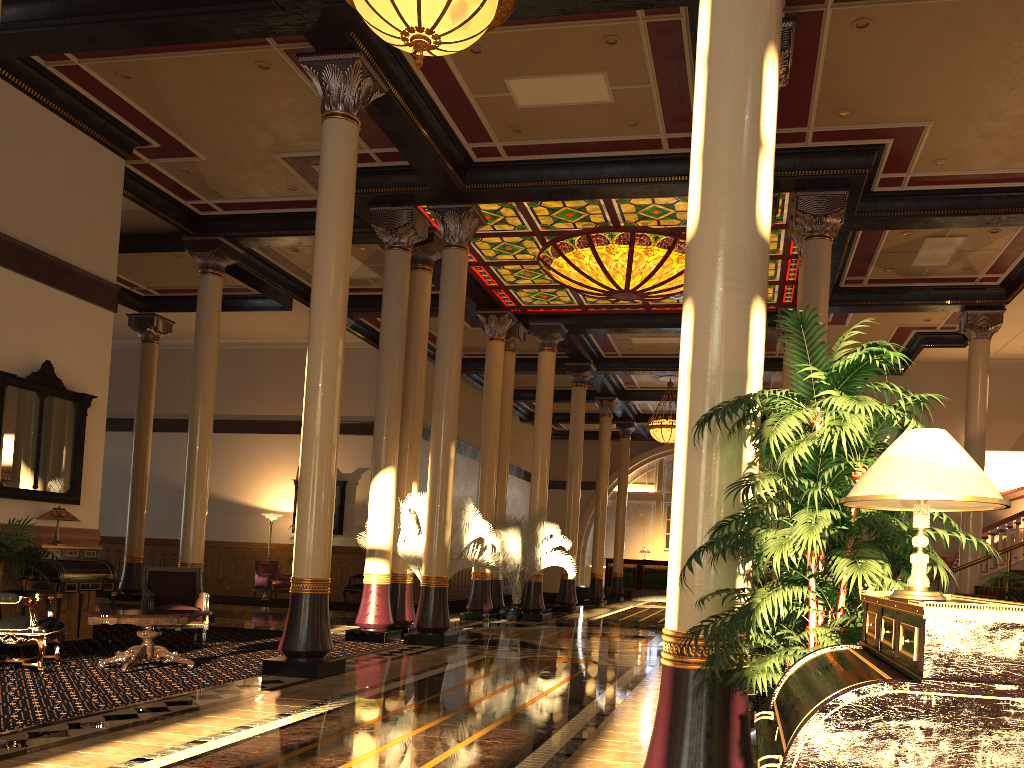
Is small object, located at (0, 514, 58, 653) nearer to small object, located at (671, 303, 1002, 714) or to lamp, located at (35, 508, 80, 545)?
lamp, located at (35, 508, 80, 545)

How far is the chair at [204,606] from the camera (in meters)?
10.21

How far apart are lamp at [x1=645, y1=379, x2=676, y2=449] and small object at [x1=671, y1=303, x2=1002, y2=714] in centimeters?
1914cm

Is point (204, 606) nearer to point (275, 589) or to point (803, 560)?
point (803, 560)

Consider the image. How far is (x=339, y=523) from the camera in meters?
20.9

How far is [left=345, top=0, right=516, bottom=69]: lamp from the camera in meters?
5.8 m

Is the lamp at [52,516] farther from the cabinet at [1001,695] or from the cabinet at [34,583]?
the cabinet at [1001,695]

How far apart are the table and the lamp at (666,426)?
15.6 meters

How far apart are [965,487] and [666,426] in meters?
20.7

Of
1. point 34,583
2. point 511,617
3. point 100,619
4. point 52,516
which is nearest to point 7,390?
point 52,516
